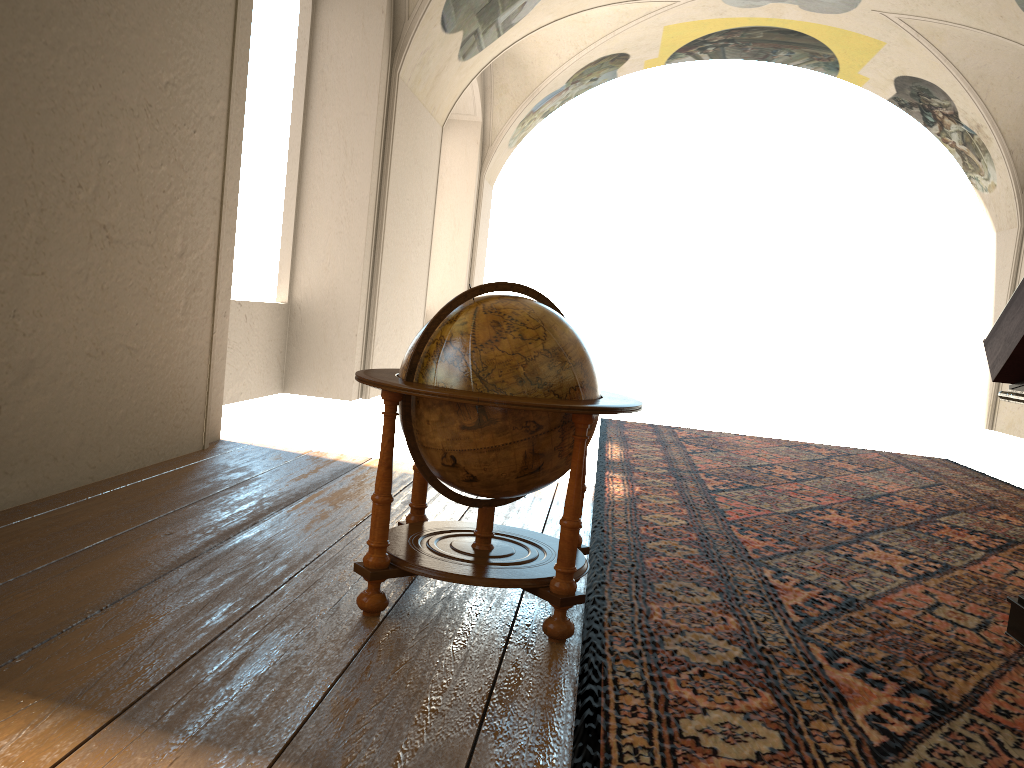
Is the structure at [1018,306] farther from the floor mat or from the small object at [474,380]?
the small object at [474,380]

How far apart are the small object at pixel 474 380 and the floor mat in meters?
0.1 m

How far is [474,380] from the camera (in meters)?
3.53

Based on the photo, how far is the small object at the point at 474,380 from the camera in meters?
3.5 m

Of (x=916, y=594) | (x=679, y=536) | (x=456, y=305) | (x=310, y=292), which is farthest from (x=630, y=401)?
(x=310, y=292)

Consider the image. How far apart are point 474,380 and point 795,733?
1.7m

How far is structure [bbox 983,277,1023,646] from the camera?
4.1m

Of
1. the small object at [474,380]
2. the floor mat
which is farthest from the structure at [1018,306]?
the small object at [474,380]

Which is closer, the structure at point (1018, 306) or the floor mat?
the floor mat

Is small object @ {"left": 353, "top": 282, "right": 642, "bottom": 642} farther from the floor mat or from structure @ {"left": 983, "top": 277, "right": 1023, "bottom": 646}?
structure @ {"left": 983, "top": 277, "right": 1023, "bottom": 646}
